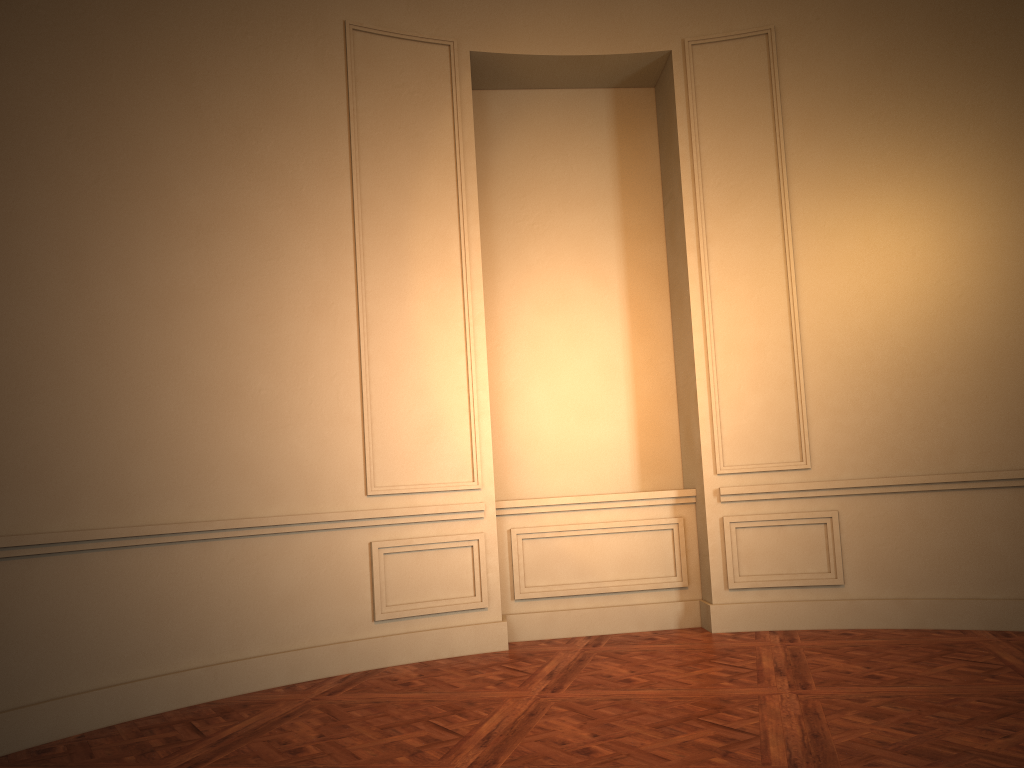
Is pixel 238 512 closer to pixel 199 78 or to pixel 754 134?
pixel 199 78
